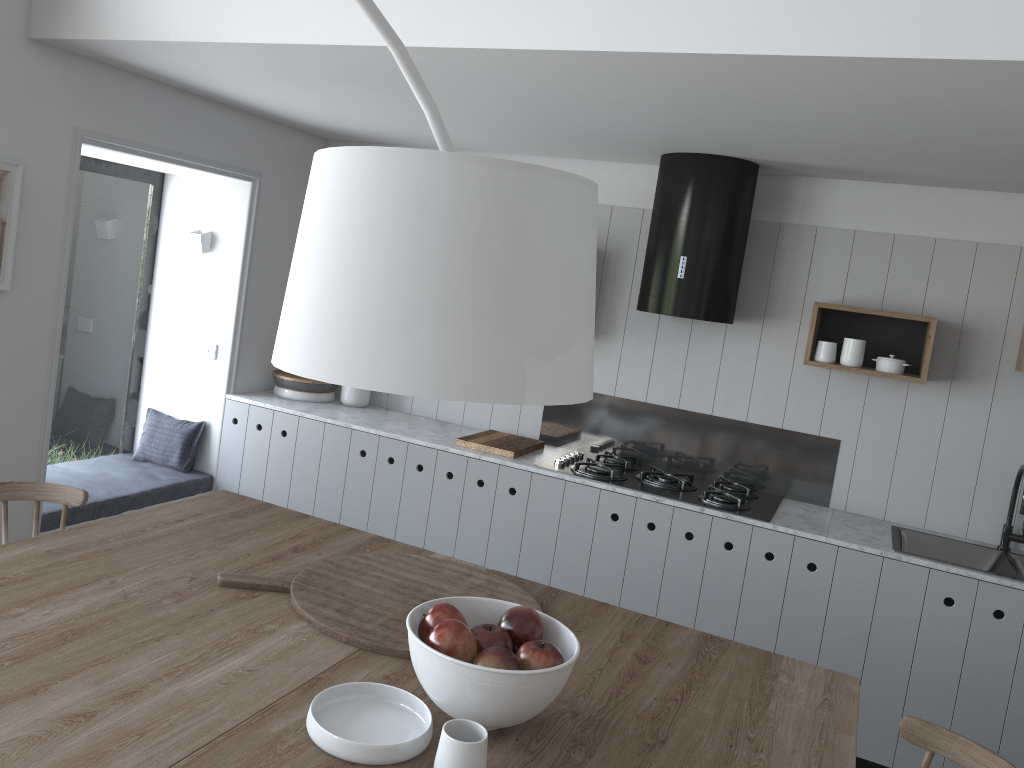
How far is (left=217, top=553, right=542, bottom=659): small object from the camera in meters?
1.9

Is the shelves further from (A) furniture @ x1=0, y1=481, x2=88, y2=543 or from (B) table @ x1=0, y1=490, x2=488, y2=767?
(A) furniture @ x1=0, y1=481, x2=88, y2=543

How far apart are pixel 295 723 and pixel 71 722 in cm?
35

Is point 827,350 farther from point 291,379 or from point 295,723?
point 295,723

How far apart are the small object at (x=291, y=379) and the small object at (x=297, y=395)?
0.0m

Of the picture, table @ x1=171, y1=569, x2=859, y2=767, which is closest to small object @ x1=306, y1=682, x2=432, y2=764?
table @ x1=171, y1=569, x2=859, y2=767

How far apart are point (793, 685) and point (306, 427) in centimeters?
282cm

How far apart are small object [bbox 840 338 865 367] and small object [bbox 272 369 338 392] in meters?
2.5

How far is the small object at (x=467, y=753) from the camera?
1.4 meters

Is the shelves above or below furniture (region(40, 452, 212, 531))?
above
